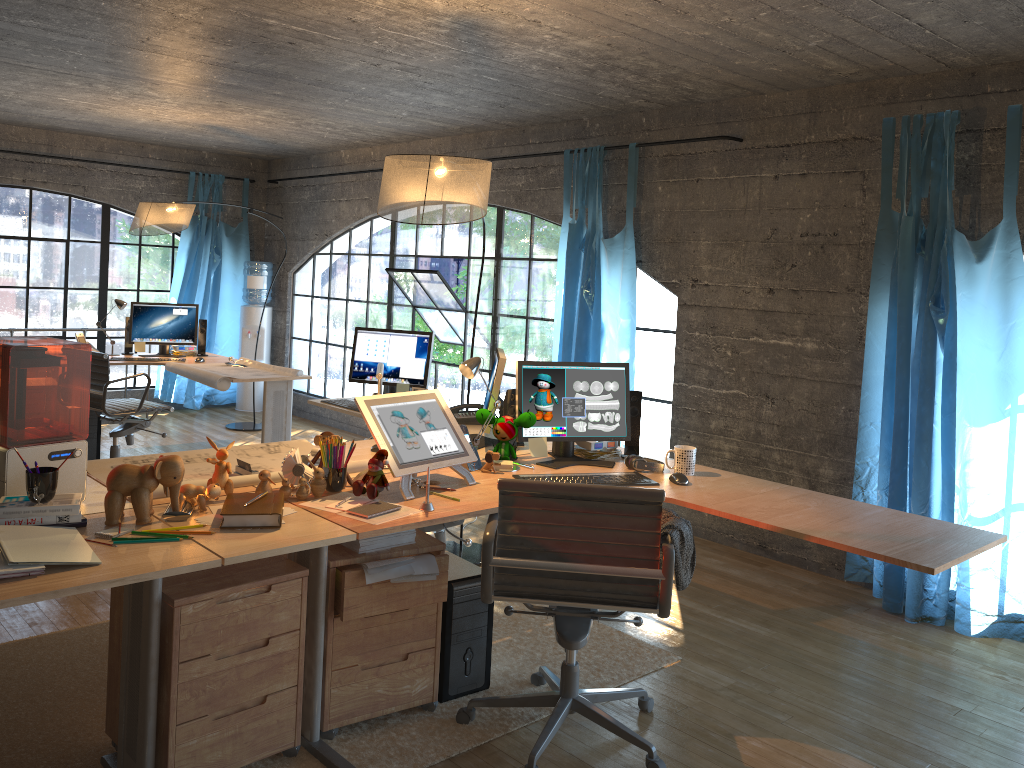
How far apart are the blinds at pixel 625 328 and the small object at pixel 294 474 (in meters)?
2.83

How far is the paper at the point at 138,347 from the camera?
6.43m

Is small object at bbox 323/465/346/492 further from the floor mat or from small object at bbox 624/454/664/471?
small object at bbox 624/454/664/471

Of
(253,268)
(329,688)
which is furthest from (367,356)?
(253,268)

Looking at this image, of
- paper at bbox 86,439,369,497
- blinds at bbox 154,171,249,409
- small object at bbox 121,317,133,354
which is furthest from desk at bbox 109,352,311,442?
paper at bbox 86,439,369,497

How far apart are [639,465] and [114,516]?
1.84m

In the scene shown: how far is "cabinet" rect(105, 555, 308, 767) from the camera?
2.4 meters

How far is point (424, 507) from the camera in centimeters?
268cm

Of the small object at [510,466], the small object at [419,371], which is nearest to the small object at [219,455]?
the small object at [510,466]

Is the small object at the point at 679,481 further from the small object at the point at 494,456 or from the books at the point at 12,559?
the books at the point at 12,559
